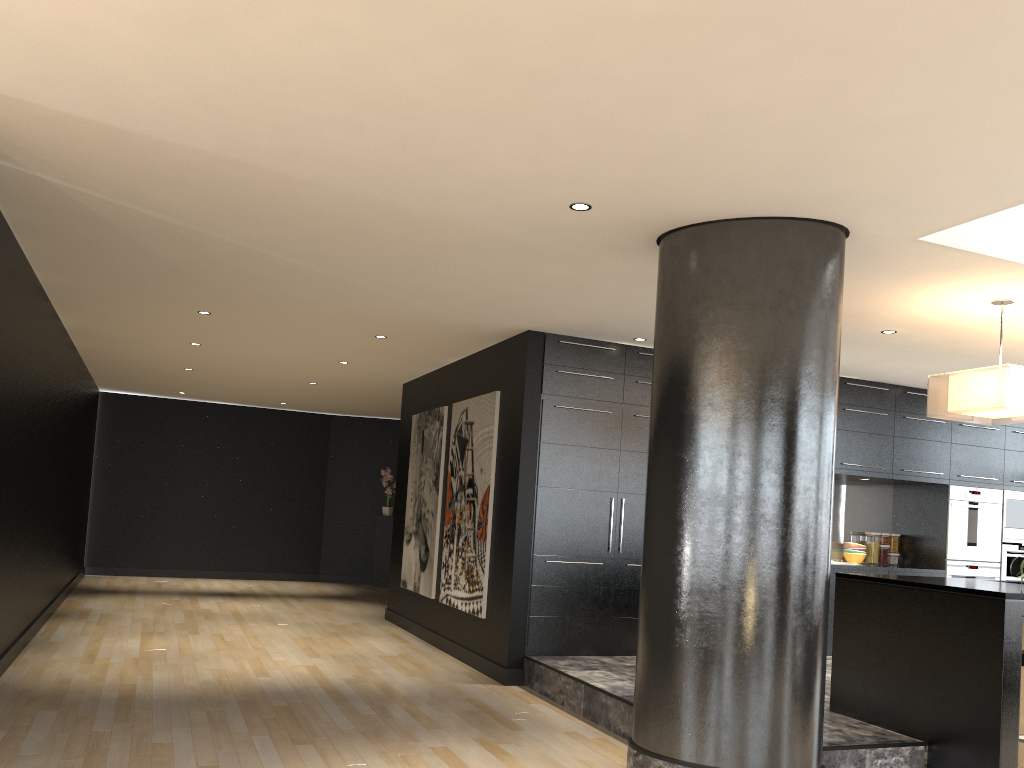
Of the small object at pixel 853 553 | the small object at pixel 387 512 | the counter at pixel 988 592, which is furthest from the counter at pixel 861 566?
the small object at pixel 387 512

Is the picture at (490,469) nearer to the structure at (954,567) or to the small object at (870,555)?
the small object at (870,555)

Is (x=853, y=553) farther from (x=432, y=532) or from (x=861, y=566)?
(x=432, y=532)

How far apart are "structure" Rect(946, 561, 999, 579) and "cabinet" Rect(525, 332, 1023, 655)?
0.1 meters

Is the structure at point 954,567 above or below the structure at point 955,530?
below

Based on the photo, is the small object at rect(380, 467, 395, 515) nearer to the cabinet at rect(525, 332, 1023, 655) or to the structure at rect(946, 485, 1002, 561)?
the cabinet at rect(525, 332, 1023, 655)

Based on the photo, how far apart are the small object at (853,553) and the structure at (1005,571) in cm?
138

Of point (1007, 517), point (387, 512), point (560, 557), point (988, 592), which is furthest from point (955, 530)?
point (387, 512)

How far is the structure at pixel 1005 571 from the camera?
8.58m

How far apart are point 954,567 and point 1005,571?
0.7 meters
